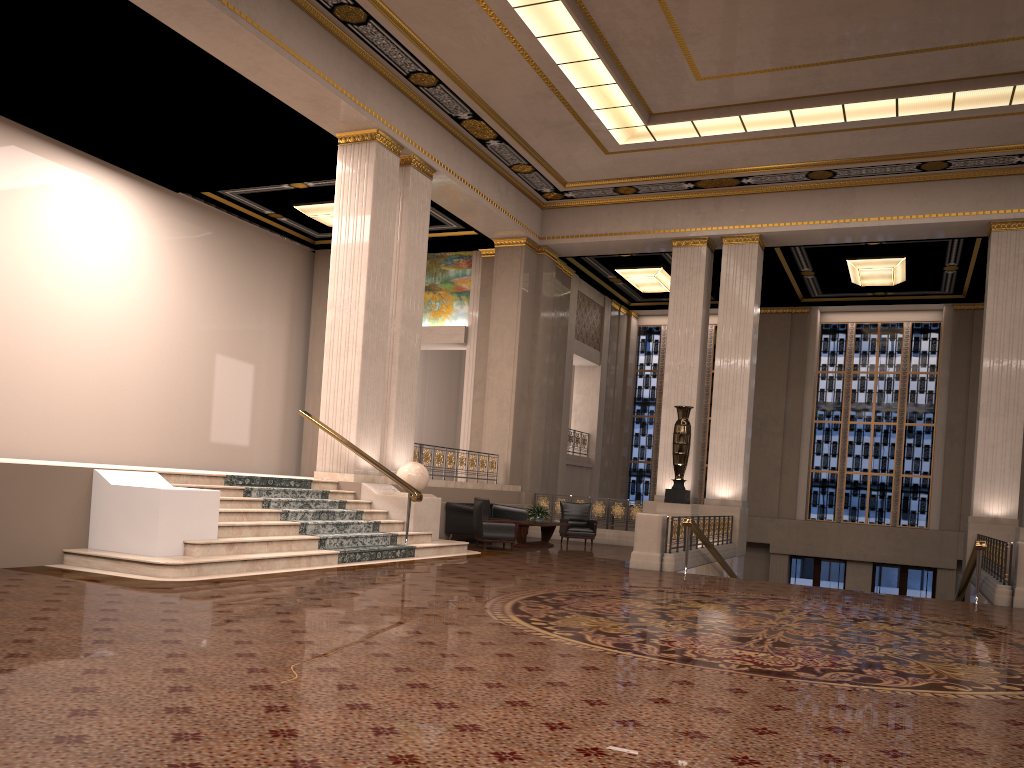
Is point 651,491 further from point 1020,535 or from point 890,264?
point 1020,535

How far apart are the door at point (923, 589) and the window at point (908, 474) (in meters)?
1.16

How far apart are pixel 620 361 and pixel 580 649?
19.8m

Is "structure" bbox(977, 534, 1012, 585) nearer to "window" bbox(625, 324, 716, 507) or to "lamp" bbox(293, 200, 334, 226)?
"window" bbox(625, 324, 716, 507)

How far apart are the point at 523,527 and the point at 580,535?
2.1m

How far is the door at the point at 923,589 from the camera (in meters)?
21.90

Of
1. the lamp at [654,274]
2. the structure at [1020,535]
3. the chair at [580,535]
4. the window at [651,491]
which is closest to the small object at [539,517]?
the chair at [580,535]

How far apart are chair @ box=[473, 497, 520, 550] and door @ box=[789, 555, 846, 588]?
11.8m

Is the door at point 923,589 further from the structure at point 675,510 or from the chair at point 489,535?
the chair at point 489,535

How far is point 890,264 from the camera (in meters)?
19.24
